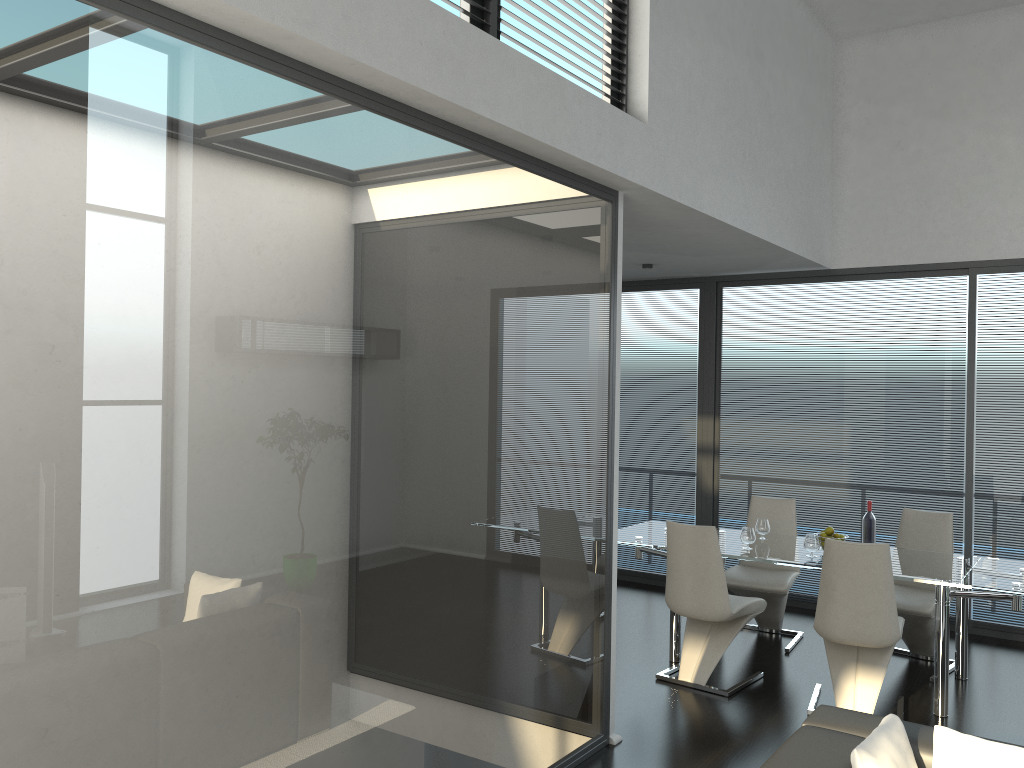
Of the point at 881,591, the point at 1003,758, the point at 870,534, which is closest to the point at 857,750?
the point at 1003,758

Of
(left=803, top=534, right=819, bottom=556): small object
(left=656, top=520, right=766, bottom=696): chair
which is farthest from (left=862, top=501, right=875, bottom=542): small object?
(left=656, top=520, right=766, bottom=696): chair

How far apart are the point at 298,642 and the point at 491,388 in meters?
1.2 m

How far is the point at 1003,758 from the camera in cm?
251

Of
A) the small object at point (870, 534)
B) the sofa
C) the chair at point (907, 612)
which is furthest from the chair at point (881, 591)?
the sofa

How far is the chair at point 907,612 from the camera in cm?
537

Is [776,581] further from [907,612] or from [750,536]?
[907,612]

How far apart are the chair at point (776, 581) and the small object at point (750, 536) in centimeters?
53cm

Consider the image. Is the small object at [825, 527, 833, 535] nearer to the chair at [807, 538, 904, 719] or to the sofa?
the chair at [807, 538, 904, 719]

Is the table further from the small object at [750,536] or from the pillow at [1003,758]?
the pillow at [1003,758]
